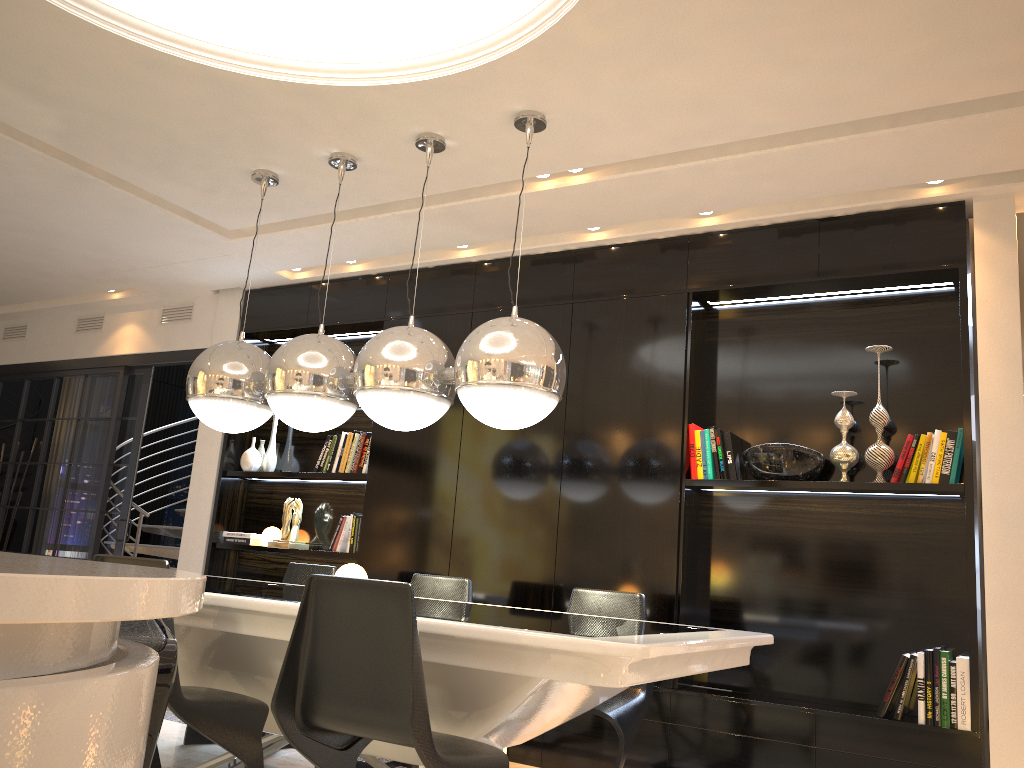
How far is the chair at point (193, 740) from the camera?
4.1m

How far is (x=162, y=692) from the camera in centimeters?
120cm

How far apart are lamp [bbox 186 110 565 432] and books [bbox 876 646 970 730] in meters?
1.8 m

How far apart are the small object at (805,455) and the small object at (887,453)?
0.2 meters

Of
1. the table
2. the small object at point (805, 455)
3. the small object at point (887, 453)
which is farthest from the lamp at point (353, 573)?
the small object at point (887, 453)

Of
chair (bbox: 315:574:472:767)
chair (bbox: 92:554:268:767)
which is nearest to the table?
chair (bbox: 92:554:268:767)

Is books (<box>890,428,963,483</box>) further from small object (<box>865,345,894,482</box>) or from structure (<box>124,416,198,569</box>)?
structure (<box>124,416,198,569</box>)

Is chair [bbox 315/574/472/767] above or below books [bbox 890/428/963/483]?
below

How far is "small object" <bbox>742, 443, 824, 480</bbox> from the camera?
4.0 meters

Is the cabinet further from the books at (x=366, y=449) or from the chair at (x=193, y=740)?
the books at (x=366, y=449)
